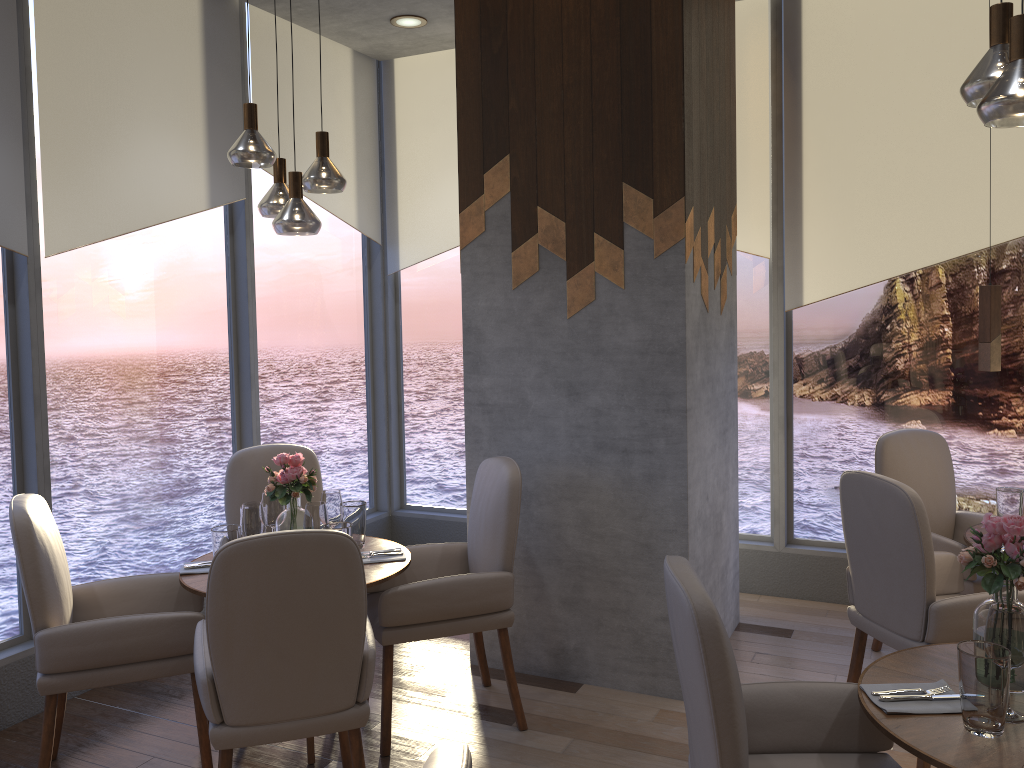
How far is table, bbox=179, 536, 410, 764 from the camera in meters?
3.1 m

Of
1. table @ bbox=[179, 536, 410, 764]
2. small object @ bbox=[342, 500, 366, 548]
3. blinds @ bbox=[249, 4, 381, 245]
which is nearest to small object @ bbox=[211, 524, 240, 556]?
table @ bbox=[179, 536, 410, 764]

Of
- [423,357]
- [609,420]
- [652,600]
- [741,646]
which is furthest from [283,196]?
[741,646]

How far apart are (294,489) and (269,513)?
0.2m

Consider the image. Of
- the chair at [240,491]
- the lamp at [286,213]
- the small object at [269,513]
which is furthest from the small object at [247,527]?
the lamp at [286,213]

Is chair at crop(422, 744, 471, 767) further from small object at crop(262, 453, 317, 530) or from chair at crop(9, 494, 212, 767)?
small object at crop(262, 453, 317, 530)

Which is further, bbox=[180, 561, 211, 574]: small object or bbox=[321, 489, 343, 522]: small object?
bbox=[321, 489, 343, 522]: small object

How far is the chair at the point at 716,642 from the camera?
1.82m

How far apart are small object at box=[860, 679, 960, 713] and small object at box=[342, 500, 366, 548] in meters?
2.0

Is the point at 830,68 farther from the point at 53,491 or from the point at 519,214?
the point at 53,491
